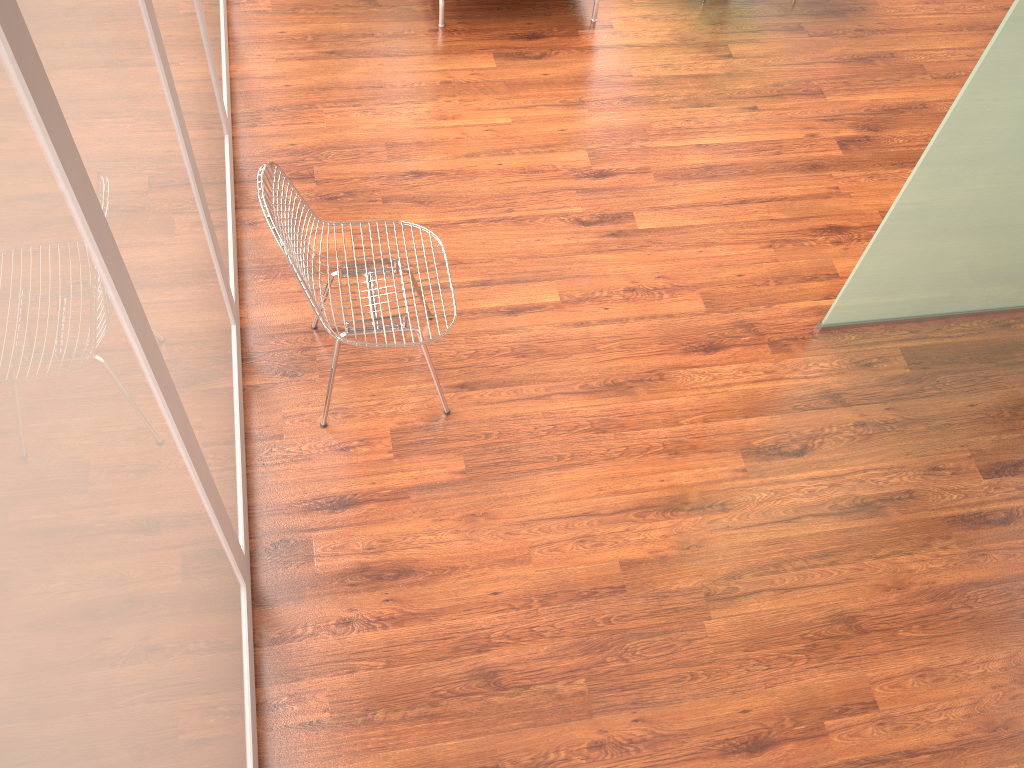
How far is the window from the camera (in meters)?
1.07

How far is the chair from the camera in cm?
252

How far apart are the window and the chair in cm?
22

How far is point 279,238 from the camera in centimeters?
252cm

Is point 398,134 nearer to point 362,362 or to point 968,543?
point 362,362

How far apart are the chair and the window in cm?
22

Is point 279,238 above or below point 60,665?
below

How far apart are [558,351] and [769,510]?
0.98m

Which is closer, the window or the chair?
the window

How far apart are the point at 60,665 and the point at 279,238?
1.6m
